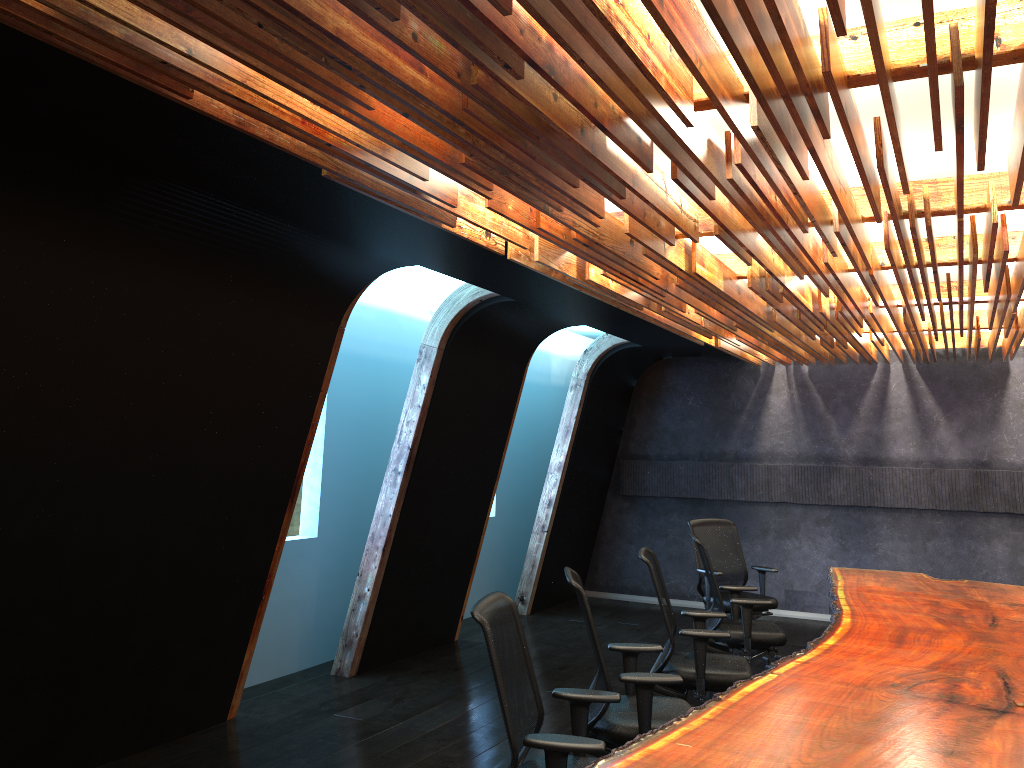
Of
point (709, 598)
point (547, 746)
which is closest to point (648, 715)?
point (547, 746)

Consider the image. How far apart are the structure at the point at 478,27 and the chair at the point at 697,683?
1.72m

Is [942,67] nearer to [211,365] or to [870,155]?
[870,155]

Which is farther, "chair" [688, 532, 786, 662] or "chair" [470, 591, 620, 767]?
"chair" [688, 532, 786, 662]

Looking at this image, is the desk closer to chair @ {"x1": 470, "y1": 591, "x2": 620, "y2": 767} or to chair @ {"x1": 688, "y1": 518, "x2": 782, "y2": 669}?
chair @ {"x1": 470, "y1": 591, "x2": 620, "y2": 767}

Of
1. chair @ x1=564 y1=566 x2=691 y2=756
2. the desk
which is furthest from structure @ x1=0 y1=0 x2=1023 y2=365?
the desk

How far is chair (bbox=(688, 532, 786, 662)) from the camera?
6.6 meters

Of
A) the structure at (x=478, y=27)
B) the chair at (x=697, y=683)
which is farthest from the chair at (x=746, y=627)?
the structure at (x=478, y=27)

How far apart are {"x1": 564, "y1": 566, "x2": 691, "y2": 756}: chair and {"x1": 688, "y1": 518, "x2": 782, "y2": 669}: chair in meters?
3.3

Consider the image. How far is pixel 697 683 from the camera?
5.39m
